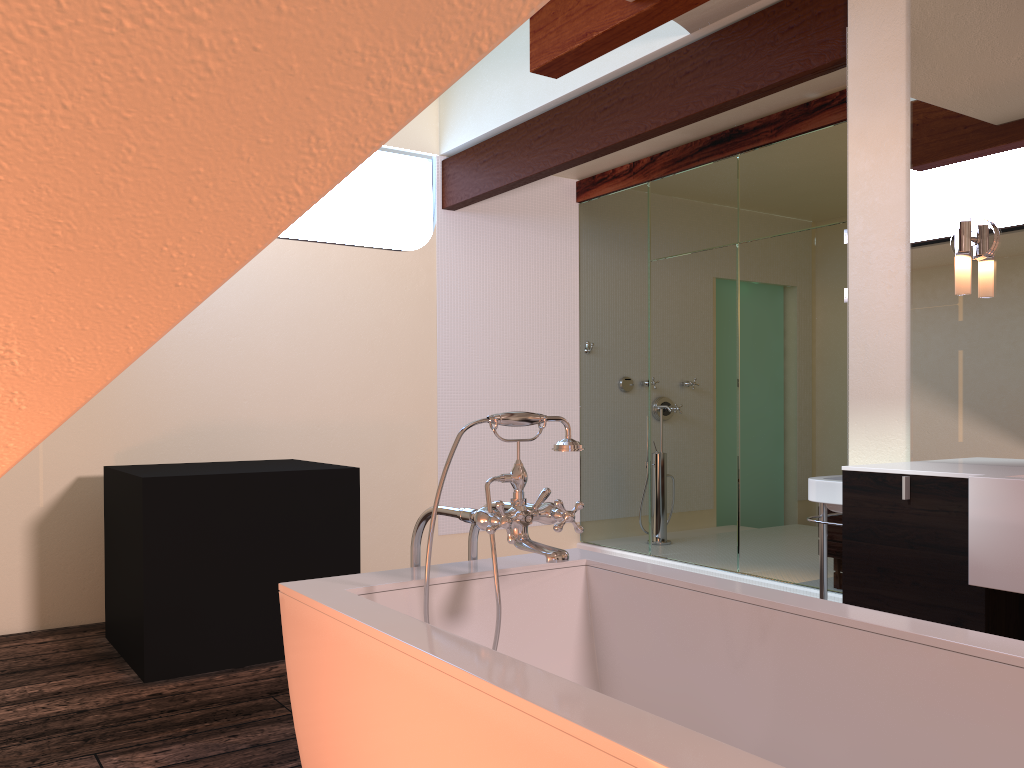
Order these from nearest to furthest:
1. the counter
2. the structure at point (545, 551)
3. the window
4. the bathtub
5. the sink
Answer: the bathtub < the structure at point (545, 551) < the counter < the sink < the window

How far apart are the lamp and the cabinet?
0.6m

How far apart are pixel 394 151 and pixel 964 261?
3.5m

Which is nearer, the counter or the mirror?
the counter

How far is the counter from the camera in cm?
207

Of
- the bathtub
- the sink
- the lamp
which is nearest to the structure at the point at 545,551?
the bathtub

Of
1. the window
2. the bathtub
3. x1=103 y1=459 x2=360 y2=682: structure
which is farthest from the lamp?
the window

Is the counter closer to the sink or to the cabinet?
the cabinet

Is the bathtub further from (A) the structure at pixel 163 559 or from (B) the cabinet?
(A) the structure at pixel 163 559

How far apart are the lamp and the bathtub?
1.3m
